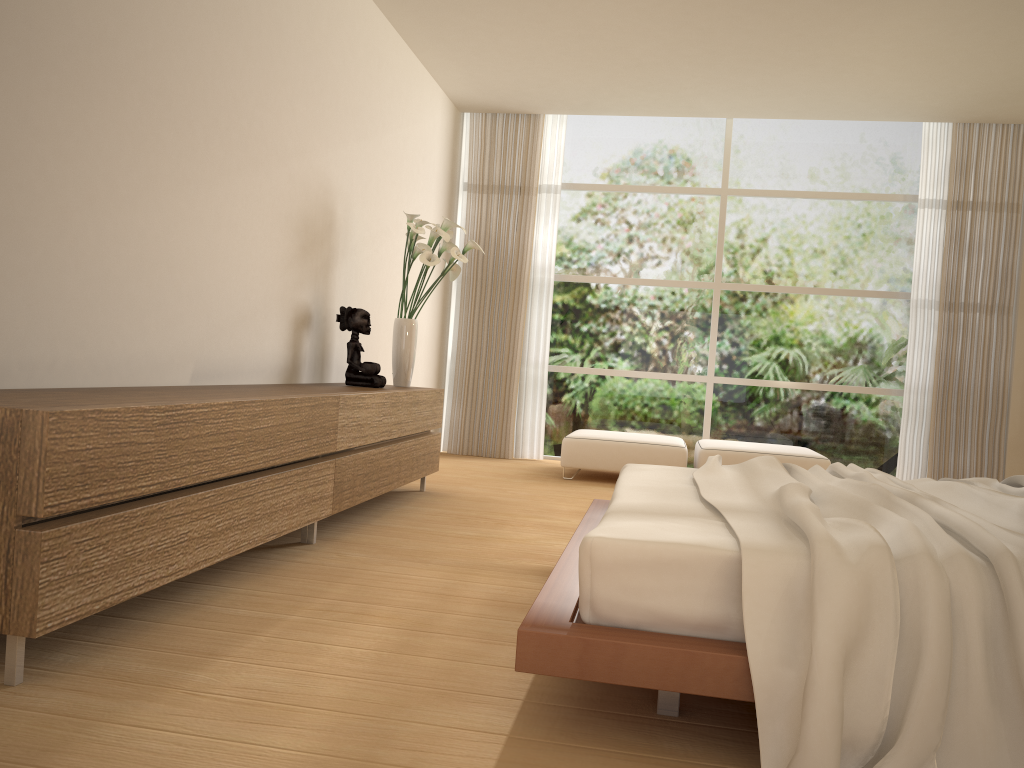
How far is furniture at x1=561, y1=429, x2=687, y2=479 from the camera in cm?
665

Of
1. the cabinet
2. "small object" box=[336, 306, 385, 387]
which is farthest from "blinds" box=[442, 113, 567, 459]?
"small object" box=[336, 306, 385, 387]

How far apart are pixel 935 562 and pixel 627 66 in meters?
5.3

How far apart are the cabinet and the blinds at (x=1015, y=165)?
4.2m

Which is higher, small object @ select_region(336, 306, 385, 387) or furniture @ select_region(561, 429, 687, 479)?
small object @ select_region(336, 306, 385, 387)

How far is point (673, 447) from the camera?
6.6 meters

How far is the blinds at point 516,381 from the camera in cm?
796

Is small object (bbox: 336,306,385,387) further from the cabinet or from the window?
the window

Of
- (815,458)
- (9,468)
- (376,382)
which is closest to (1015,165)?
(815,458)

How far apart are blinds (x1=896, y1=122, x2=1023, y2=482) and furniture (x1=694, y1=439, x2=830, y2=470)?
1.2 meters
